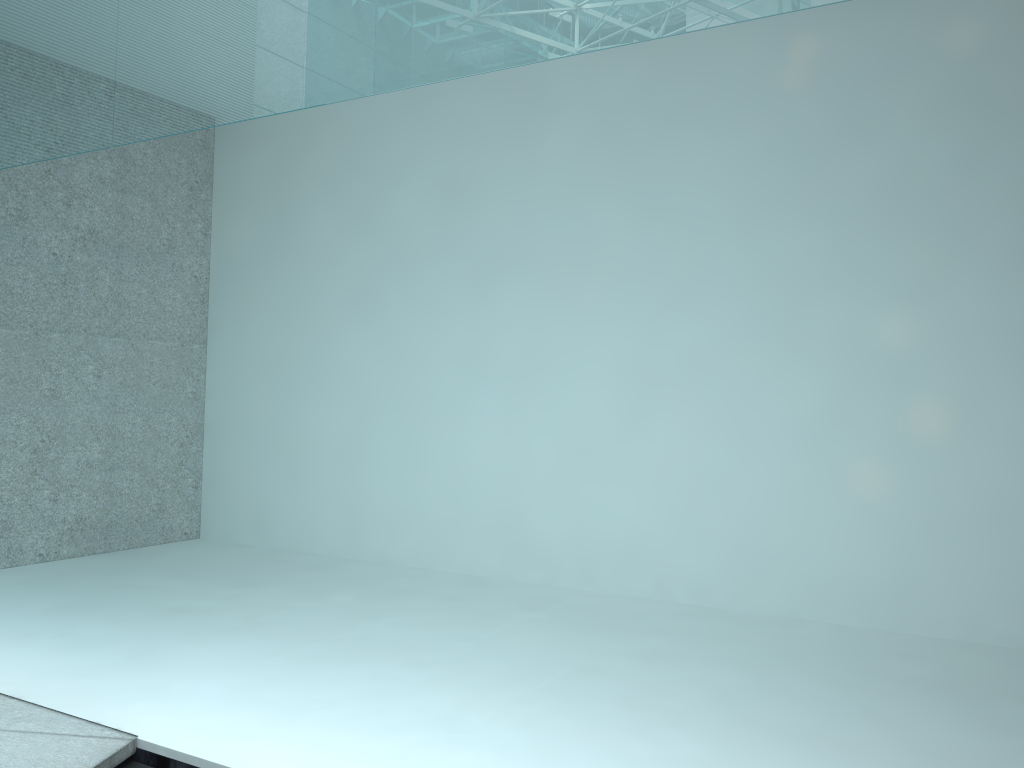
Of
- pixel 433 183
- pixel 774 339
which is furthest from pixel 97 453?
pixel 774 339
